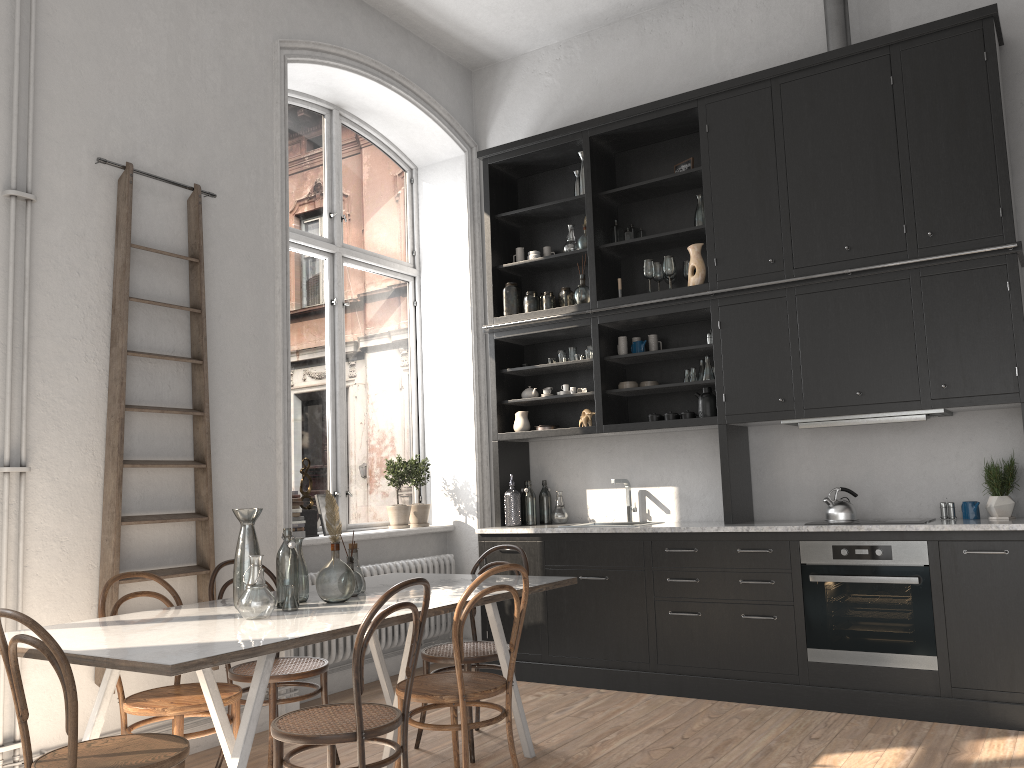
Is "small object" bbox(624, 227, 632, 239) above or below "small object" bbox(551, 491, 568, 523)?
above

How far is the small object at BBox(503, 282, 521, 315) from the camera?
6.1m

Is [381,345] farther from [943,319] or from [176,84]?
[943,319]

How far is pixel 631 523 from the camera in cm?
575

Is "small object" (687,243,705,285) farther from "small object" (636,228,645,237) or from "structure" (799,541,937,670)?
"structure" (799,541,937,670)

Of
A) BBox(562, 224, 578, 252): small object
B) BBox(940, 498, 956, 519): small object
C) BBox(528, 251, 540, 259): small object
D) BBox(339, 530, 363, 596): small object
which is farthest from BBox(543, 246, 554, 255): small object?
BBox(339, 530, 363, 596): small object

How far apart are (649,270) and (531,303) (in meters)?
0.89

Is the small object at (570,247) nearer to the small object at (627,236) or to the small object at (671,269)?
the small object at (627,236)

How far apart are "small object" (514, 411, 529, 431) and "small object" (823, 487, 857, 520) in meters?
2.0 m

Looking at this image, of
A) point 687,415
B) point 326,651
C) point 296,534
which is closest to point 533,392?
point 687,415
